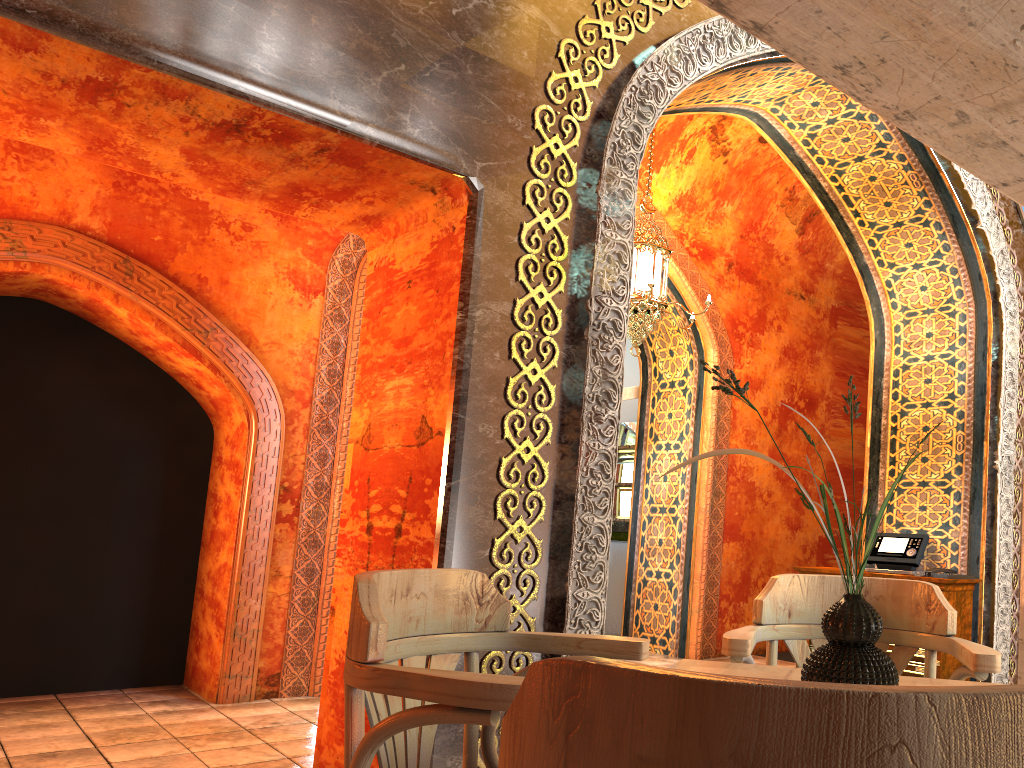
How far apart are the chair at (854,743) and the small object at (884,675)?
0.8m

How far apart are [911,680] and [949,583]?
4.18m

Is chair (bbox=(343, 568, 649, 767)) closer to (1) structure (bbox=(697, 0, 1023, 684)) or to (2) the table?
(2) the table

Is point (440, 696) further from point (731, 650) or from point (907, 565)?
point (907, 565)

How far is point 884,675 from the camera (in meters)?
1.55

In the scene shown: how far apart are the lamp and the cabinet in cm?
221

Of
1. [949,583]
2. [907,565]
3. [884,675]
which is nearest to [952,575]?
[949,583]

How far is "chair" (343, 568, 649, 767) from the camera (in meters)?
1.62

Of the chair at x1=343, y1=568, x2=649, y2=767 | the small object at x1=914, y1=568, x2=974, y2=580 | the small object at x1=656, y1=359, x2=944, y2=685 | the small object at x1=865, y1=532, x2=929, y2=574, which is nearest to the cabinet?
the small object at x1=914, y1=568, x2=974, y2=580

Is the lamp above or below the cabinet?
above
